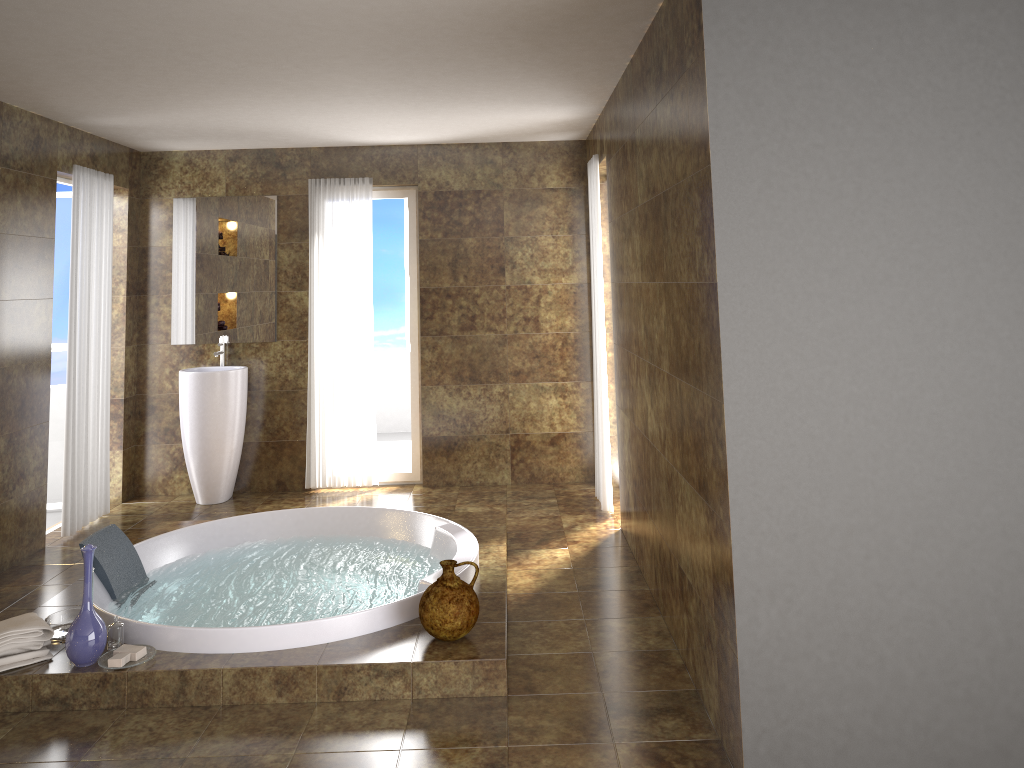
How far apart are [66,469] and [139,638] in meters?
2.3 m

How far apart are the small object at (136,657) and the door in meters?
3.3

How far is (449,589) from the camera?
3.5 meters

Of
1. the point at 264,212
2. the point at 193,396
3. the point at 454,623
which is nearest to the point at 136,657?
the point at 454,623

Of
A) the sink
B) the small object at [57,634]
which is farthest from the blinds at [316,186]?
the small object at [57,634]

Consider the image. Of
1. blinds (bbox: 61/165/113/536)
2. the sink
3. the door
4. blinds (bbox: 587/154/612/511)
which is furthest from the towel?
blinds (bbox: 587/154/612/511)

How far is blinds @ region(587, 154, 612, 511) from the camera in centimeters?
549cm

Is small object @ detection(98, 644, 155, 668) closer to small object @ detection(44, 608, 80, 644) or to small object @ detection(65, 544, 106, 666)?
small object @ detection(65, 544, 106, 666)

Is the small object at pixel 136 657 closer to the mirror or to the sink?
the sink

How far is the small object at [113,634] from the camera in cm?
345
